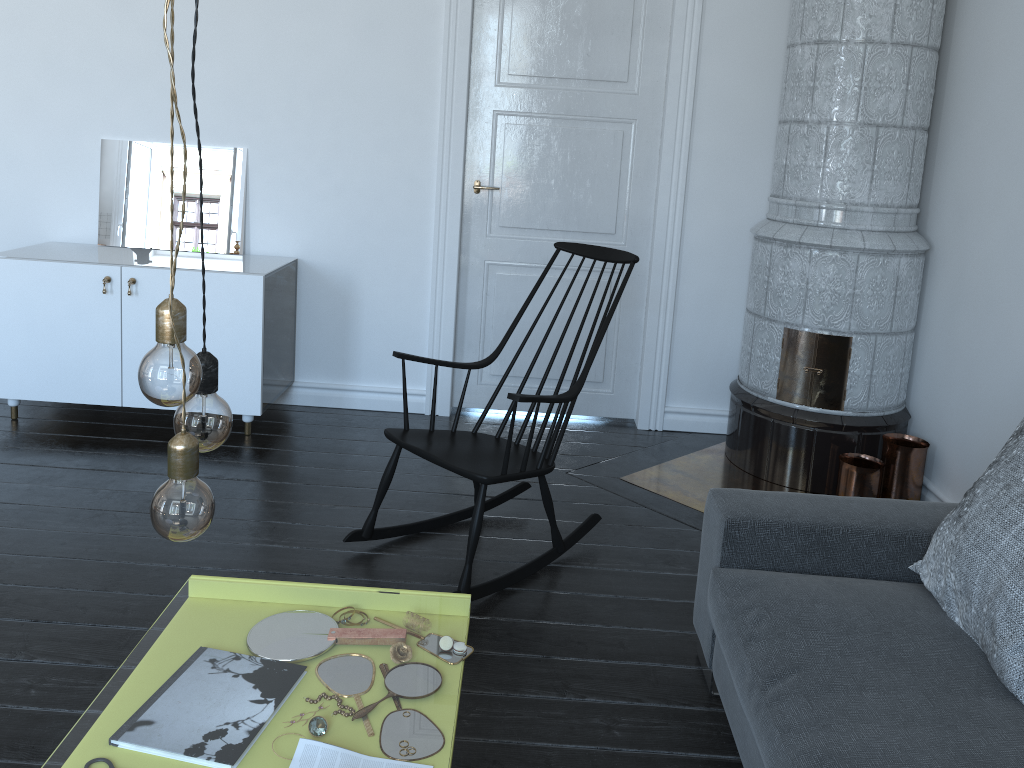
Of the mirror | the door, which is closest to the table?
the door

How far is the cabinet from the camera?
3.7 meters

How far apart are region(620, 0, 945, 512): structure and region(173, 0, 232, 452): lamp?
2.6m

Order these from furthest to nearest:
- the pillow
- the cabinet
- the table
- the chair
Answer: the table < the cabinet < the chair < the pillow

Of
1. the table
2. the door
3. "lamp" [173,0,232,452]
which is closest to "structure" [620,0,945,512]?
the door

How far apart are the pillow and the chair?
1.09m

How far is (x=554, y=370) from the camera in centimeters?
438cm

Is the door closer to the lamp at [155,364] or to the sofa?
the sofa

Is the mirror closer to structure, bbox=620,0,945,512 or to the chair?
the chair

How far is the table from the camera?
8.4 meters
